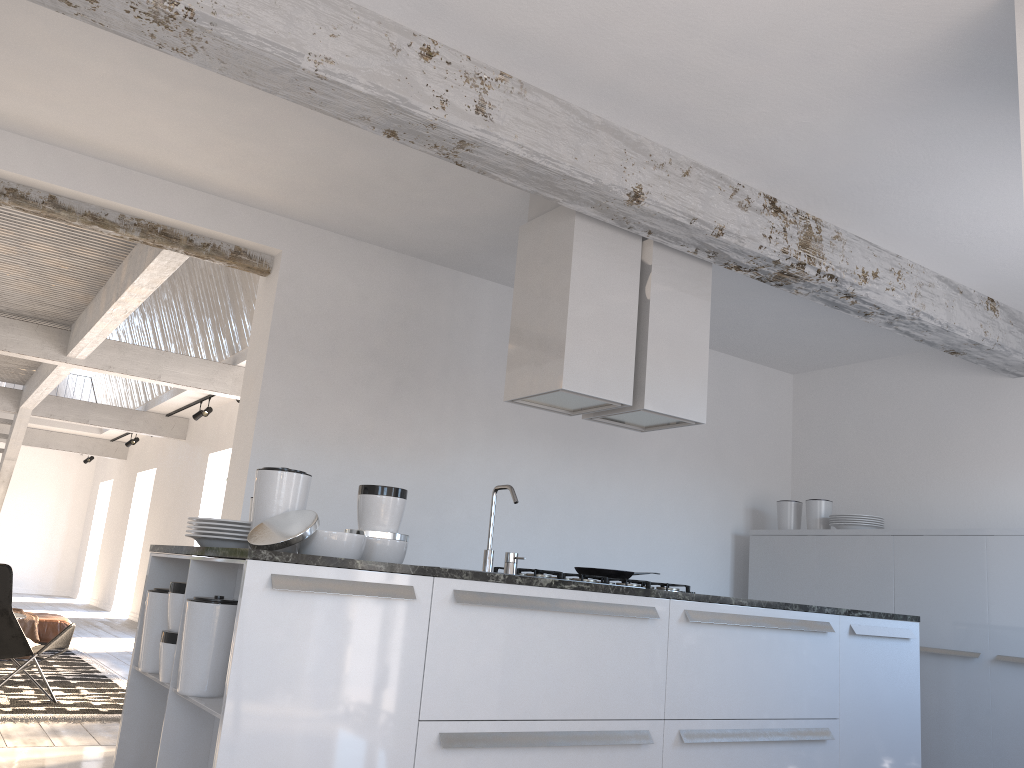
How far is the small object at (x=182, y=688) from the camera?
2.68m

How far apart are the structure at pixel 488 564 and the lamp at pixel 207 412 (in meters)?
8.33

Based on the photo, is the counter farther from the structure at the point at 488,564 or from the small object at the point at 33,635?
the small object at the point at 33,635

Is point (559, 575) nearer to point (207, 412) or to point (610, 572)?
point (610, 572)

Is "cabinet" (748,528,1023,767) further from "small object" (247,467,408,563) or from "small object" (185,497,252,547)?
"small object" (185,497,252,547)

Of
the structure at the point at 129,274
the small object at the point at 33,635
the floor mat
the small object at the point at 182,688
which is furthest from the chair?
the small object at the point at 182,688

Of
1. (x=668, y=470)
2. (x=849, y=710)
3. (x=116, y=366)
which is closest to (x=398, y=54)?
(x=849, y=710)

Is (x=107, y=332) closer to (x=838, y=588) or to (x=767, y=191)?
(x=767, y=191)

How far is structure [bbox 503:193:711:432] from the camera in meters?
4.0 m

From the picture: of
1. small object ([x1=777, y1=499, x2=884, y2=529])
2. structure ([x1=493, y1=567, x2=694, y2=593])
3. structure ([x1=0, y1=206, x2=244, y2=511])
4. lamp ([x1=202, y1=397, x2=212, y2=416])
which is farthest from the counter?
lamp ([x1=202, y1=397, x2=212, y2=416])
